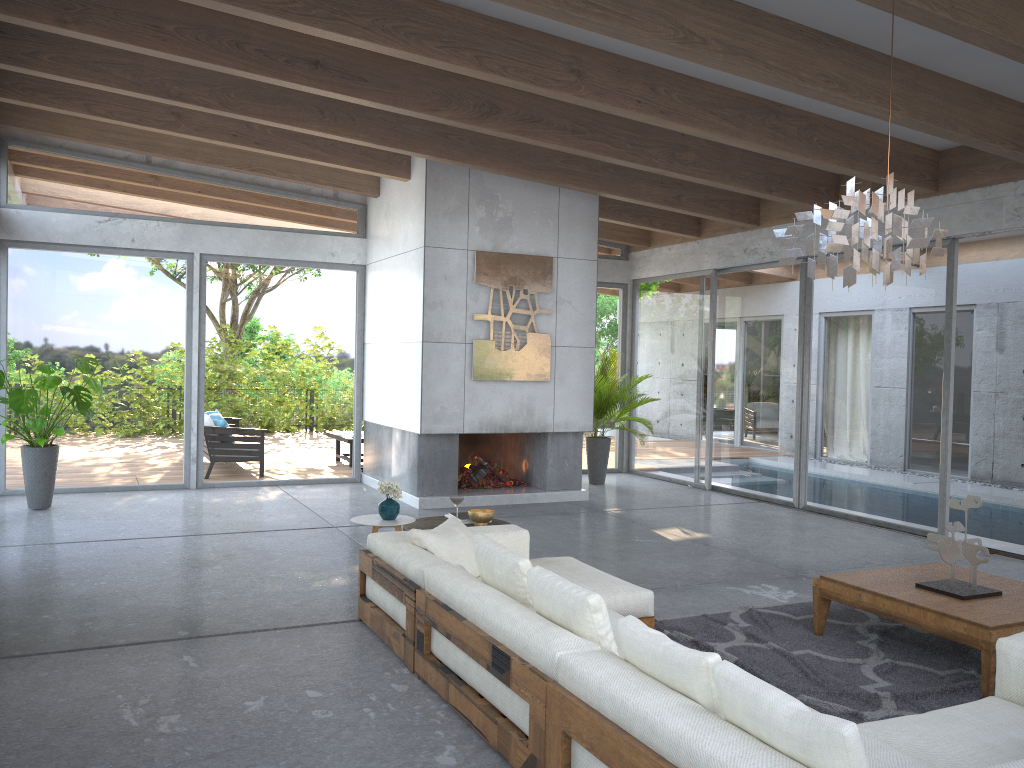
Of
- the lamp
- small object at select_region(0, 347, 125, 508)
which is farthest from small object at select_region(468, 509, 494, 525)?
small object at select_region(0, 347, 125, 508)

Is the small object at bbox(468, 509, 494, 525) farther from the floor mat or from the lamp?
the lamp

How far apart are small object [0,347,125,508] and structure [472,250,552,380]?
3.69m

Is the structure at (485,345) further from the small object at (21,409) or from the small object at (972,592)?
the small object at (972,592)

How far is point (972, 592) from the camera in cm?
463

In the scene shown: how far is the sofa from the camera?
2.38m

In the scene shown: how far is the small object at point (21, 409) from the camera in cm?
799

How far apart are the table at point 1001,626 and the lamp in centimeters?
163cm

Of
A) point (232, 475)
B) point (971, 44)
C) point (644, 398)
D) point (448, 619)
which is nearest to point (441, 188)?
point (644, 398)

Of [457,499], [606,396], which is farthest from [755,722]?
[606,396]
